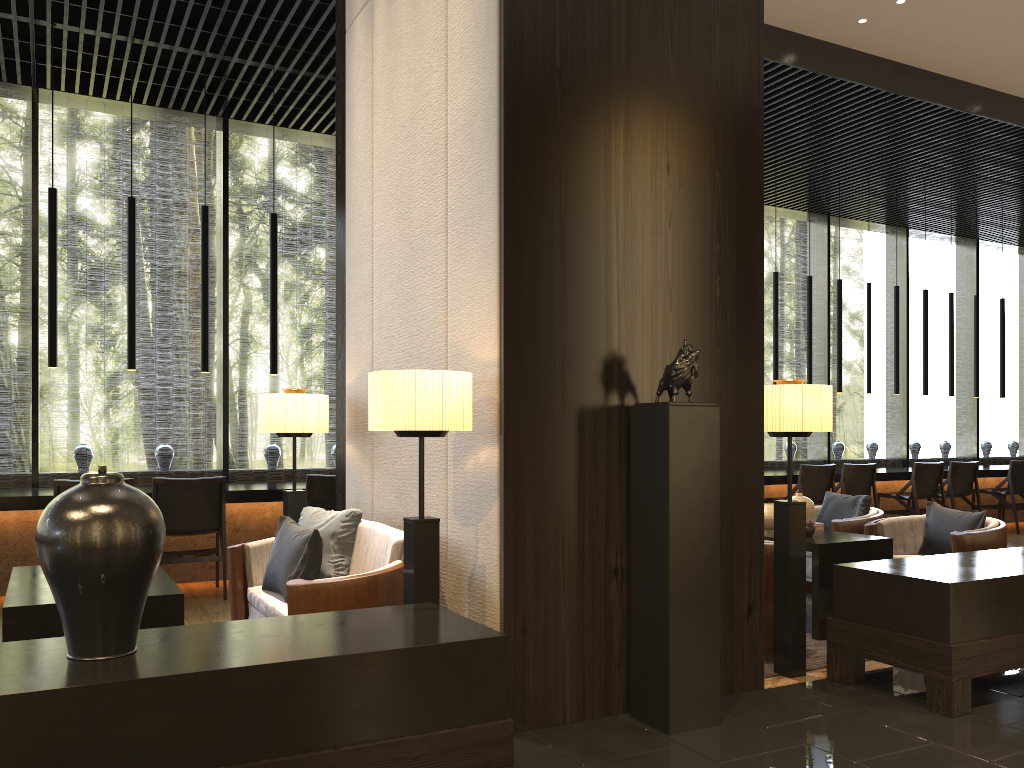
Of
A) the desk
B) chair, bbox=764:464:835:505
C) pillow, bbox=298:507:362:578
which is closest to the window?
the desk

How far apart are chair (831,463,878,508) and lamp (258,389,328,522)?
5.8 meters

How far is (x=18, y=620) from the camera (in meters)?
2.94

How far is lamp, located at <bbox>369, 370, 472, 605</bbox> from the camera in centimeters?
303cm

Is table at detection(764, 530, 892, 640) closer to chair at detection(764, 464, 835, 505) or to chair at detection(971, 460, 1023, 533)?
chair at detection(764, 464, 835, 505)

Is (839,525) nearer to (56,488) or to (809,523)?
(809,523)

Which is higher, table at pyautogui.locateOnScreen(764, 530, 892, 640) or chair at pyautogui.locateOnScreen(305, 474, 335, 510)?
chair at pyautogui.locateOnScreen(305, 474, 335, 510)

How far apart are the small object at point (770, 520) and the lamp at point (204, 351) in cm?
419

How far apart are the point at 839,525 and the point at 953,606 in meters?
2.3

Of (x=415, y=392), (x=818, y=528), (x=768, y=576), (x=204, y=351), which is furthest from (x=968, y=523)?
(x=204, y=351)
